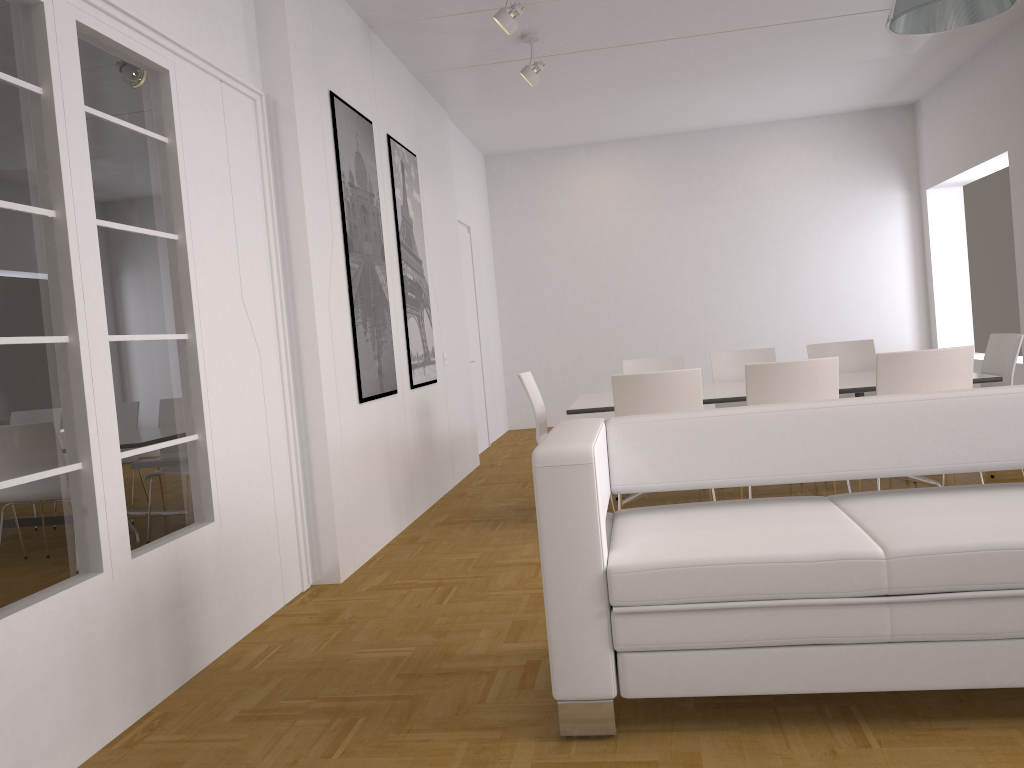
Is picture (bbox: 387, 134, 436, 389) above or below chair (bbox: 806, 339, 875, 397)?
above

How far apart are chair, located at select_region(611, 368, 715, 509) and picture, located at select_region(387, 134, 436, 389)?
1.89m

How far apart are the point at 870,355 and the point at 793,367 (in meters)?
2.21

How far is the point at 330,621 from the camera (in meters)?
3.93

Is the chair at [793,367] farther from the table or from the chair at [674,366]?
the chair at [674,366]

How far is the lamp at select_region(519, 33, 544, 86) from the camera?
6.28m

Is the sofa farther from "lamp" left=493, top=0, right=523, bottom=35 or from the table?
"lamp" left=493, top=0, right=523, bottom=35

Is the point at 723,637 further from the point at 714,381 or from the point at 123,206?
the point at 714,381

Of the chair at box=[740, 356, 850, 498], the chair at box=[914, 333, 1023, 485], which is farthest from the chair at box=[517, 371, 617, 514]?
the chair at box=[914, 333, 1023, 485]

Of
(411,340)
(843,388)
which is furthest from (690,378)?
(411,340)
